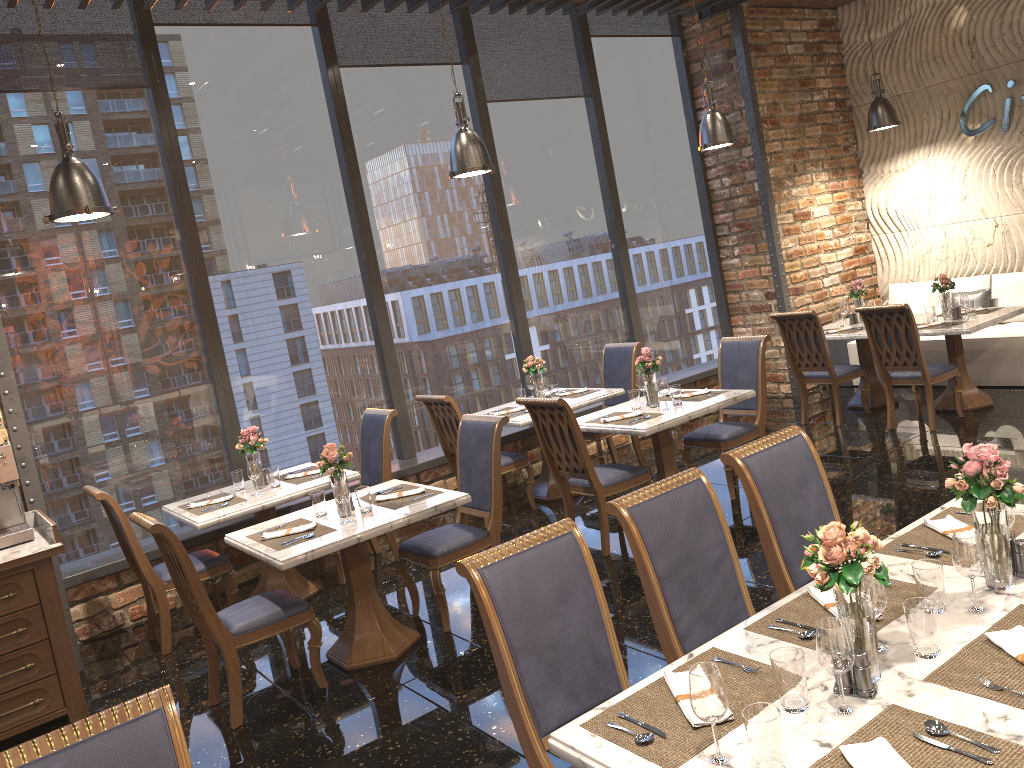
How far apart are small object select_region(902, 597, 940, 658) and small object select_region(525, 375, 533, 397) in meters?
5.2

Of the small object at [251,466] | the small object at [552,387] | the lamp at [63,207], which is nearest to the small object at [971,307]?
the small object at [552,387]

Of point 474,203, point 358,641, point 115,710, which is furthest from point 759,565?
point 474,203

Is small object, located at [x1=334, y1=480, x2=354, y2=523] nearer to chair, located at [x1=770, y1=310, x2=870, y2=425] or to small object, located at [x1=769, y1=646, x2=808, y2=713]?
small object, located at [x1=769, y1=646, x2=808, y2=713]

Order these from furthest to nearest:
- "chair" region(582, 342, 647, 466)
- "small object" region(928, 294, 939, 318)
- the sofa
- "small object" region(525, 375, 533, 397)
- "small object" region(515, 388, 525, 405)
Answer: the sofa → "small object" region(928, 294, 939, 318) → "chair" region(582, 342, 647, 466) → "small object" region(525, 375, 533, 397) → "small object" region(515, 388, 525, 405)

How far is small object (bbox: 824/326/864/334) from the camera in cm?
801

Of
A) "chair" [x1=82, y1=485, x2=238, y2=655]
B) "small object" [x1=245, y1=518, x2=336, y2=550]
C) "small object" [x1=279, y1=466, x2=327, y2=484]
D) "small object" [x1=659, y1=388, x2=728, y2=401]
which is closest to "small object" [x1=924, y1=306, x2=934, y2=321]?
"small object" [x1=659, y1=388, x2=728, y2=401]

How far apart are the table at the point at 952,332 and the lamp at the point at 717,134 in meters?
2.2 m

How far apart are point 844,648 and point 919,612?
0.32m

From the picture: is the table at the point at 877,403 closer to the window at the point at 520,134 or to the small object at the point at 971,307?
the small object at the point at 971,307
